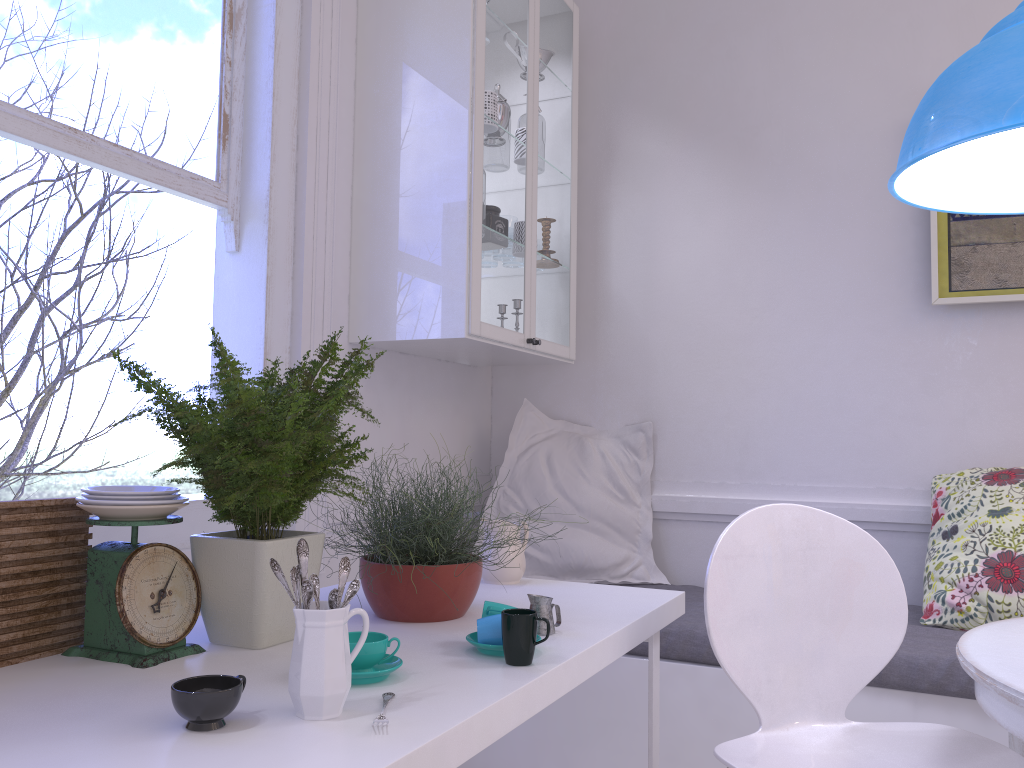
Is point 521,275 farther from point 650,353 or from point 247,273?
point 247,273

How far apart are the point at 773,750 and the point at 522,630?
0.55m

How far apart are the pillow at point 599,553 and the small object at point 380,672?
1.7 meters

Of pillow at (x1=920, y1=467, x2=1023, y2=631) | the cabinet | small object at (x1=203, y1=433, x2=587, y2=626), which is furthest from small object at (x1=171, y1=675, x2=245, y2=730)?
pillow at (x1=920, y1=467, x2=1023, y2=631)

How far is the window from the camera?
1.87m

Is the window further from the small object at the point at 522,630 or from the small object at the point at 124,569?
the small object at the point at 522,630

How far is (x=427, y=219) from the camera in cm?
249

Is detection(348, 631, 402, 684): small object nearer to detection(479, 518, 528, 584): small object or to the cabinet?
detection(479, 518, 528, 584): small object

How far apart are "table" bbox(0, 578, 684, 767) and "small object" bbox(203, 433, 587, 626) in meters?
0.0

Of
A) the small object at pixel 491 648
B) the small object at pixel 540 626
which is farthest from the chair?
the small object at pixel 491 648
